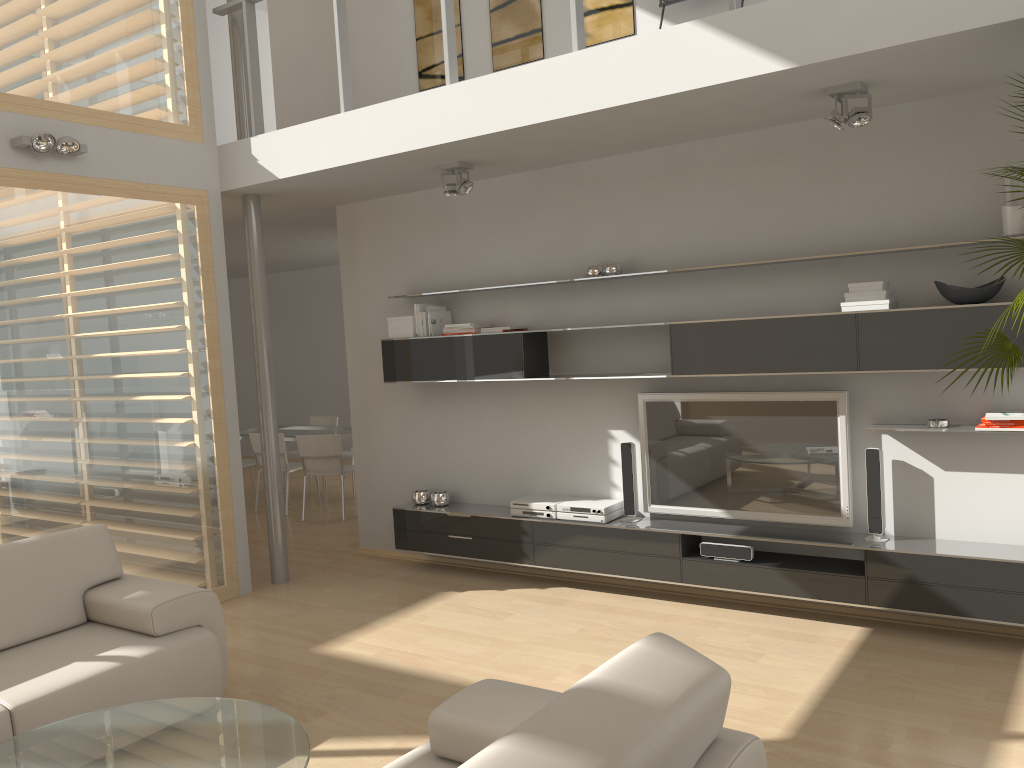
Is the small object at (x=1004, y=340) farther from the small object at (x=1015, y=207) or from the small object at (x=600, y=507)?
the small object at (x=600, y=507)

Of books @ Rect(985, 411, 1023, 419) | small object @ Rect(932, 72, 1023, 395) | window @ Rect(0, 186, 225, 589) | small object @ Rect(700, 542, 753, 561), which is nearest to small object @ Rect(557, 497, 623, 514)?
small object @ Rect(700, 542, 753, 561)

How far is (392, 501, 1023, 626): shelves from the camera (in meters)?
4.25

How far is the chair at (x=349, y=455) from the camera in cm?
944

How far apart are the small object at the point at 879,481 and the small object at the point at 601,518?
1.5 meters

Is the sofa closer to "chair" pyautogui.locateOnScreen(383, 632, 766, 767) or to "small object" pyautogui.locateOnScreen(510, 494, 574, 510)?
"chair" pyautogui.locateOnScreen(383, 632, 766, 767)

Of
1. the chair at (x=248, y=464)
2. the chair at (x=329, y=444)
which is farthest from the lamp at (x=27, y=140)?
the chair at (x=248, y=464)

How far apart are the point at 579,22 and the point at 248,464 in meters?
6.3 m

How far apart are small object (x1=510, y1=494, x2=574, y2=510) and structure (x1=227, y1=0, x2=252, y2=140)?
3.1m

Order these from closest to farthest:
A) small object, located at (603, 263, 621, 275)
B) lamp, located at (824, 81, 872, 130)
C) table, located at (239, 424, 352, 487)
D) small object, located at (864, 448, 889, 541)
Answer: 1. lamp, located at (824, 81, 872, 130)
2. small object, located at (864, 448, 889, 541)
3. small object, located at (603, 263, 621, 275)
4. table, located at (239, 424, 352, 487)
